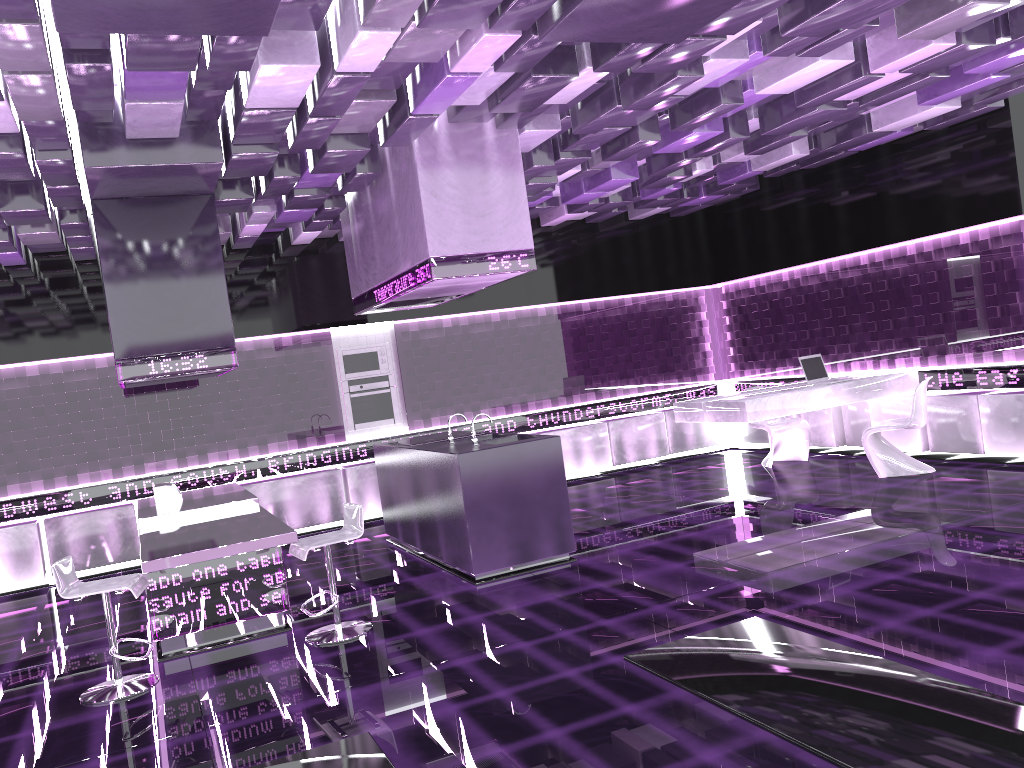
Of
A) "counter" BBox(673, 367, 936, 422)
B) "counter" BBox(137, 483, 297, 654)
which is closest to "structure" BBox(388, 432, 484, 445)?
"counter" BBox(137, 483, 297, 654)

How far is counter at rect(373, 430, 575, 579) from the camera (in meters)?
6.13

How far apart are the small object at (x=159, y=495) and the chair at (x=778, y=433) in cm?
584

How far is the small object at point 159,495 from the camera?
6.9 meters

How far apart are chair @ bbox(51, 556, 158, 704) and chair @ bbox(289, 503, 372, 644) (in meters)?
0.83

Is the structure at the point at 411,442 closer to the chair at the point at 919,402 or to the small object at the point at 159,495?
the small object at the point at 159,495

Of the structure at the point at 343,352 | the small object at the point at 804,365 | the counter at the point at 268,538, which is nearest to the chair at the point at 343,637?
the counter at the point at 268,538

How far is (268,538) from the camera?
4.8m

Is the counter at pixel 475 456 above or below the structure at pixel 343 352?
below

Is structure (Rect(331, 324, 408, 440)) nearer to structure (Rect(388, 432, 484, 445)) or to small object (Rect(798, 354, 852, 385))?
structure (Rect(388, 432, 484, 445))
